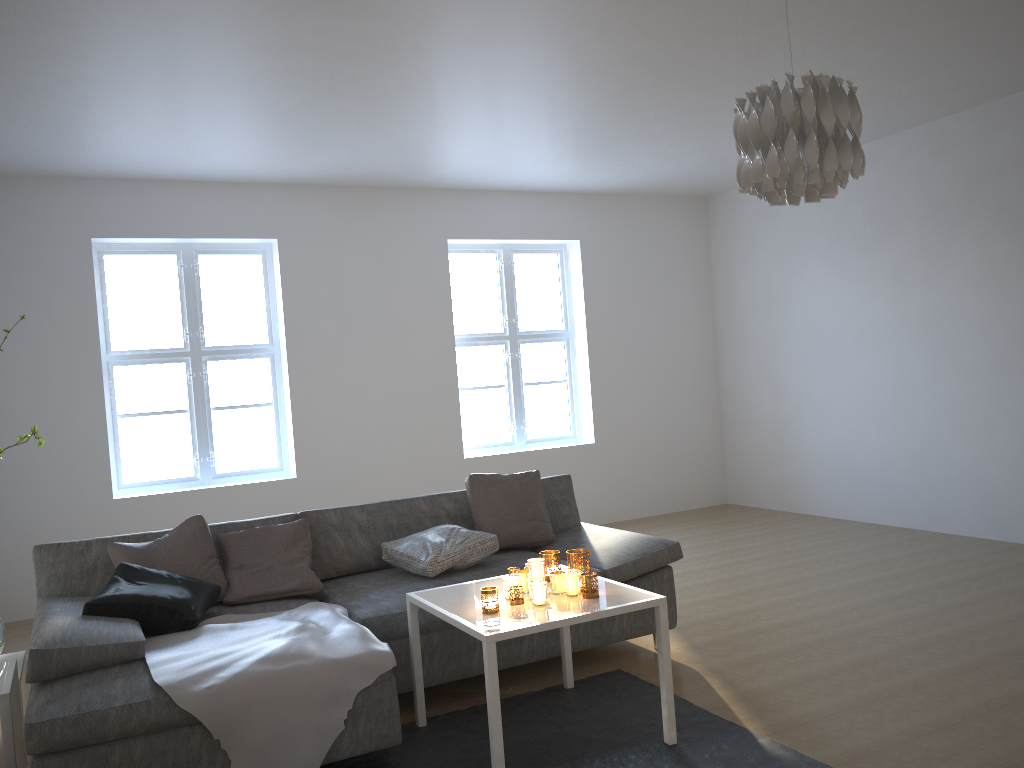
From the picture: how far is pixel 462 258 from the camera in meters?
7.2 m

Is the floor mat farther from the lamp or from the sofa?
the lamp

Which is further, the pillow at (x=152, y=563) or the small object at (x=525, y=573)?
the pillow at (x=152, y=563)

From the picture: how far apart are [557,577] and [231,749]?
1.18m

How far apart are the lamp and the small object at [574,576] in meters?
1.4 m

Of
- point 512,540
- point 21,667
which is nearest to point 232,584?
point 21,667

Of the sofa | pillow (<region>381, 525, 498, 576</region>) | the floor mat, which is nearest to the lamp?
the floor mat

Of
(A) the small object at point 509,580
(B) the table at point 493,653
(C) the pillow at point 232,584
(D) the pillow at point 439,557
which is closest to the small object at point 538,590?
(B) the table at point 493,653

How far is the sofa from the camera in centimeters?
255cm

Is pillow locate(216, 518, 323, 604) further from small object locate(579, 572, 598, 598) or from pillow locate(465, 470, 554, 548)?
small object locate(579, 572, 598, 598)
